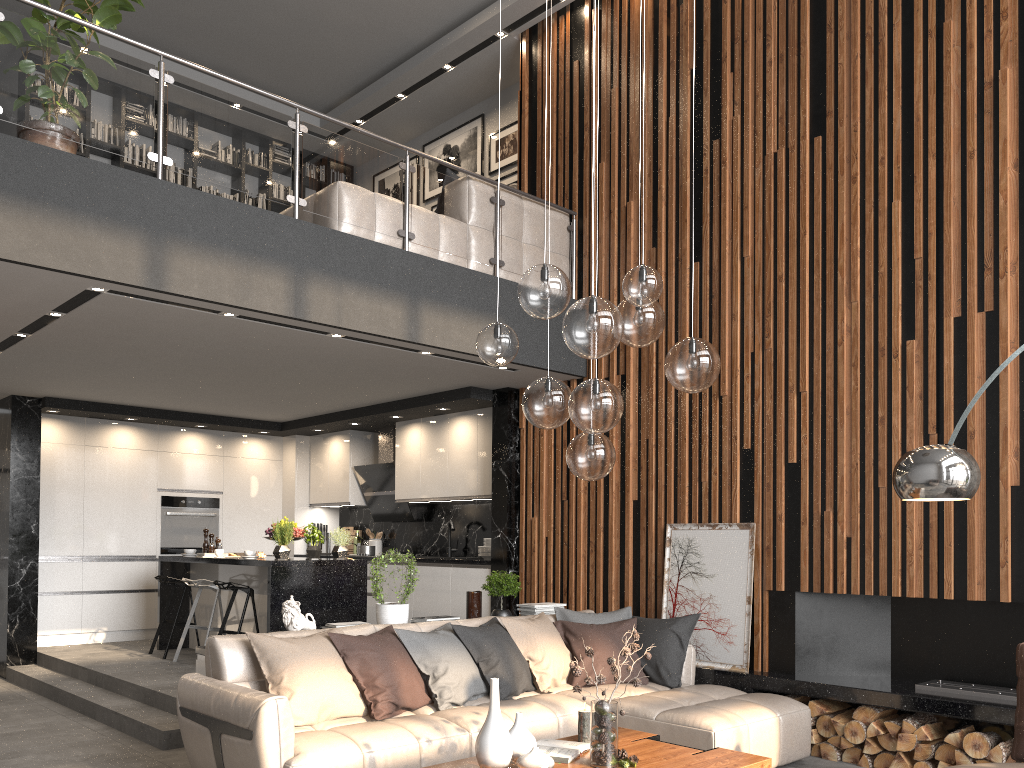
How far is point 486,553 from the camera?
8.0m

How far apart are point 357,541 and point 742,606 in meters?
5.3

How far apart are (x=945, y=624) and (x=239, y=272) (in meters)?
4.73

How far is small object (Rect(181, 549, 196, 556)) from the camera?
8.1 meters

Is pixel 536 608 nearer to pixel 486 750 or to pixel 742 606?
pixel 742 606

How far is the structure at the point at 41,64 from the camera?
4.61m

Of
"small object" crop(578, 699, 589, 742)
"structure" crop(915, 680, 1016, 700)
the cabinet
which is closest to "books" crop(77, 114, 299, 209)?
the cabinet

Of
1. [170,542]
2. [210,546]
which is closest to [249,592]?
[210,546]

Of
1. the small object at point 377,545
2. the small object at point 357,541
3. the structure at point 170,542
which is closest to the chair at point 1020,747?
the small object at point 377,545

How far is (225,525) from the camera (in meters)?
9.81
